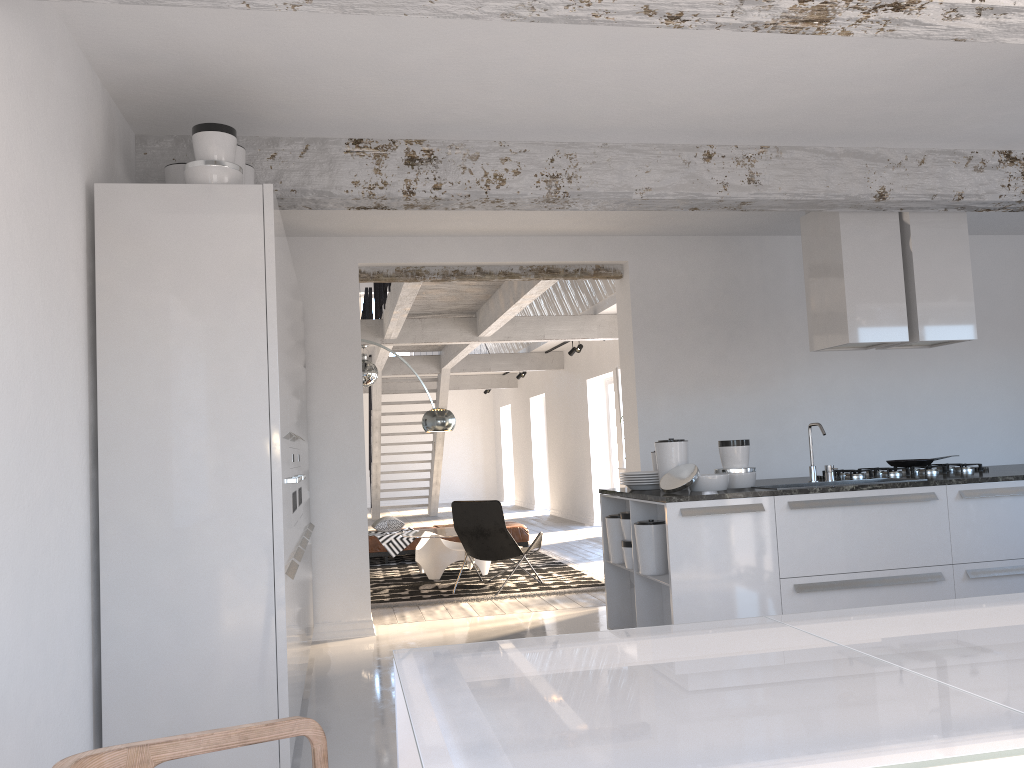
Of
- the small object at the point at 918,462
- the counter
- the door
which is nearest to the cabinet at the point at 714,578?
the counter

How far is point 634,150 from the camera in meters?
4.8

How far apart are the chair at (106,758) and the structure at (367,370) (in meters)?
9.04

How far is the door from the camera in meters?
14.1

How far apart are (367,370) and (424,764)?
9.7 meters

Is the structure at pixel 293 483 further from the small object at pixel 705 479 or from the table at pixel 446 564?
the table at pixel 446 564

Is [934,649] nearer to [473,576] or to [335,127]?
[335,127]

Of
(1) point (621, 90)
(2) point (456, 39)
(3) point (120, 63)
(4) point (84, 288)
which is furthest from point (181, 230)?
(1) point (621, 90)

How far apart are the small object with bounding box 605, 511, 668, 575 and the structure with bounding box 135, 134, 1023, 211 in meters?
1.8

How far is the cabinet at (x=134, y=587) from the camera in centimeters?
334cm
